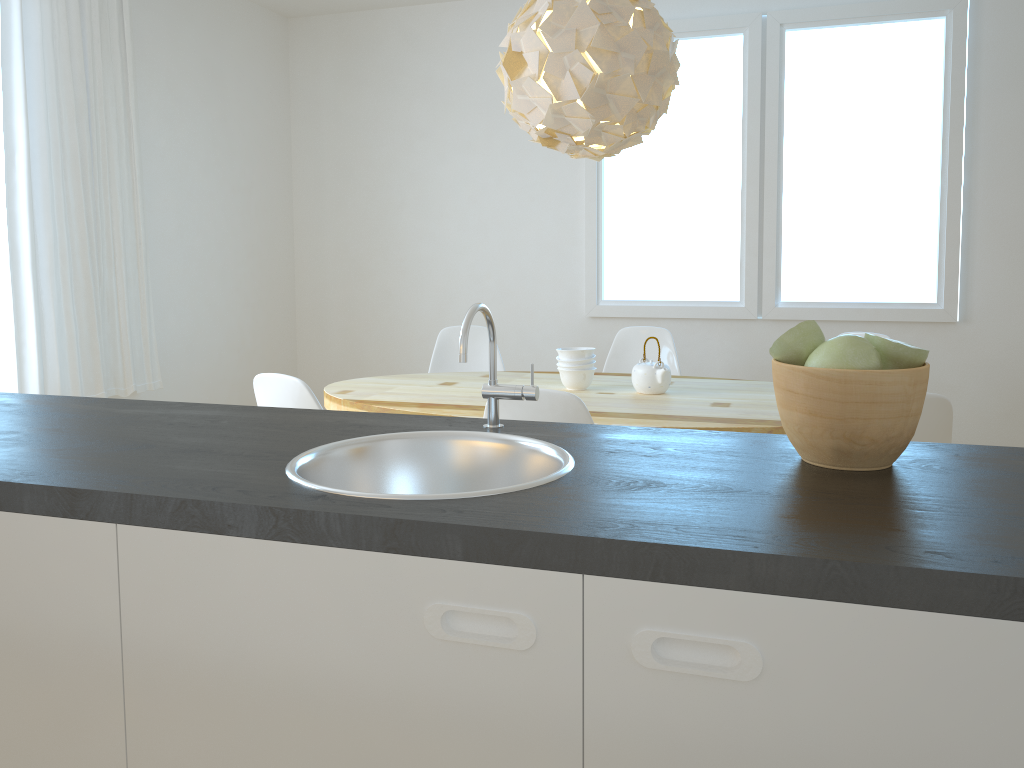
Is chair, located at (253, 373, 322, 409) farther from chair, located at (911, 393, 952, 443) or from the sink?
chair, located at (911, 393, 952, 443)

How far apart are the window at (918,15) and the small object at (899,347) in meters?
3.5 m

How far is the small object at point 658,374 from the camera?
3.23m

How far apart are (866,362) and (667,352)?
3.0 meters

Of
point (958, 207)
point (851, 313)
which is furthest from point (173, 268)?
point (958, 207)

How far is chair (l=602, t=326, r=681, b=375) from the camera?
4.17m

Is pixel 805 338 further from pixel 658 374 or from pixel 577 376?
pixel 577 376

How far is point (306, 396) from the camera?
2.55m

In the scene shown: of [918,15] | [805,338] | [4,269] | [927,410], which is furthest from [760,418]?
[4,269]

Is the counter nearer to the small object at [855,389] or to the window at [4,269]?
the small object at [855,389]
